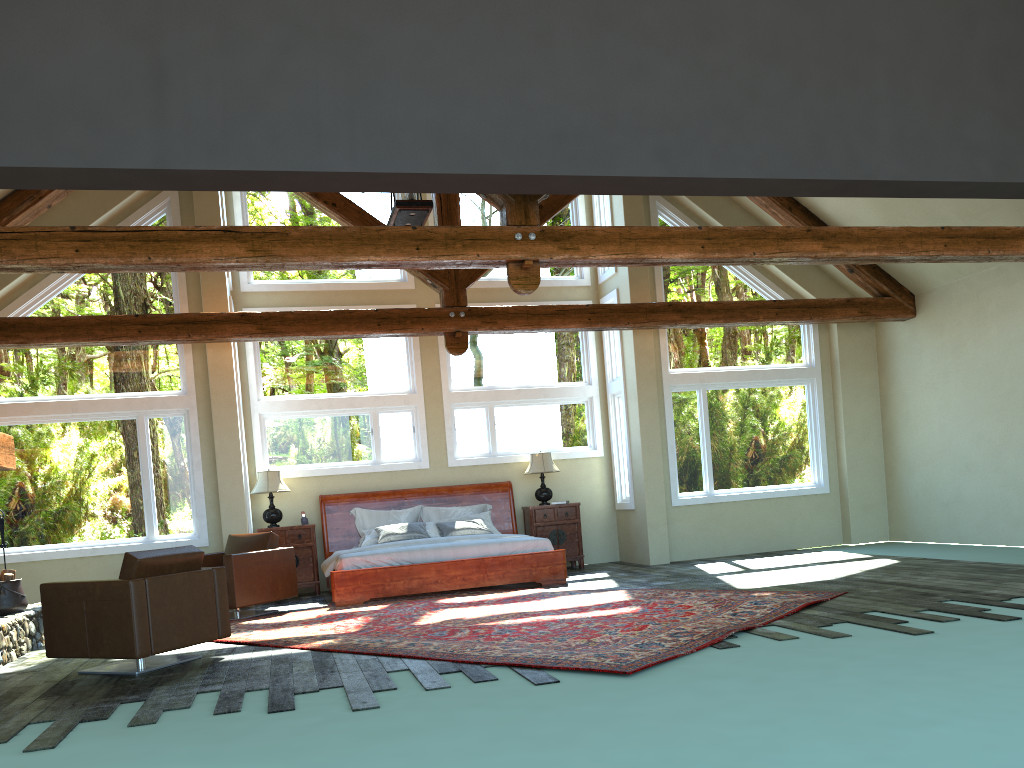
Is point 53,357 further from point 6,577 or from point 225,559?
point 225,559

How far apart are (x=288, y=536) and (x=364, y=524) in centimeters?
100cm

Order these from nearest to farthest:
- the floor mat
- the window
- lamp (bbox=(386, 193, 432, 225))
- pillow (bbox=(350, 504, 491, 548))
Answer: the floor mat < lamp (bbox=(386, 193, 432, 225)) < the window < pillow (bbox=(350, 504, 491, 548))

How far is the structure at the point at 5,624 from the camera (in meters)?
7.48

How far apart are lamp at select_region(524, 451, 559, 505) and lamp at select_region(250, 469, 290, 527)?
3.3m

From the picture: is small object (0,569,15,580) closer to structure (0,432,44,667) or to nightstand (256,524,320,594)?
structure (0,432,44,667)

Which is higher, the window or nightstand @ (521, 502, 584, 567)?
the window

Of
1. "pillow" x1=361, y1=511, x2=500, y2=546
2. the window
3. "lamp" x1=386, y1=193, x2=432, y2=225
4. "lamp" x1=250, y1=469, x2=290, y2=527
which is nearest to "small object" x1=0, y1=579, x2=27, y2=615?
the window

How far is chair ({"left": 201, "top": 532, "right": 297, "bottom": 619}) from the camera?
9.07m

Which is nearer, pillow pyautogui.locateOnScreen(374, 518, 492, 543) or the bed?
the bed
